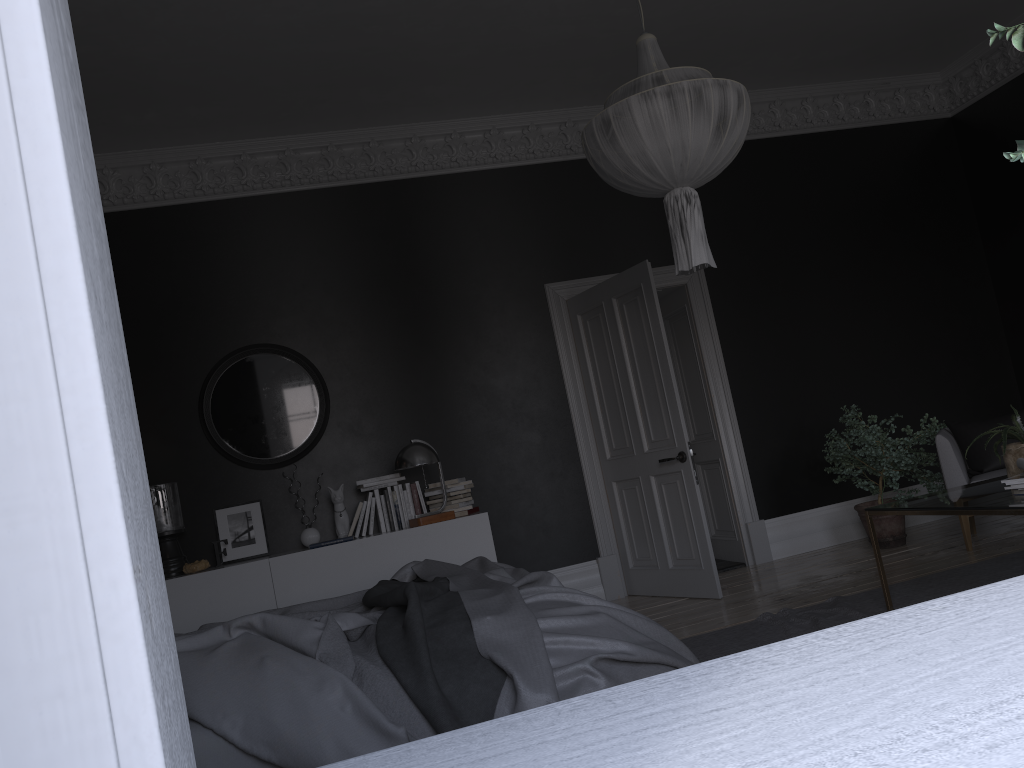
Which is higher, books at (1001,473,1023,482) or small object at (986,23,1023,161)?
small object at (986,23,1023,161)

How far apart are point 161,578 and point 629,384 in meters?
6.1

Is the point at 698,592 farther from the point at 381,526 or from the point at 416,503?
the point at 381,526

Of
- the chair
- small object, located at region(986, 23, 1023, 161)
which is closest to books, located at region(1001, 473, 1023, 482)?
the chair

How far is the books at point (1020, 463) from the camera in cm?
411

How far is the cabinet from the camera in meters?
Answer: 5.6 m

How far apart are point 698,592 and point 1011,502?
2.7m

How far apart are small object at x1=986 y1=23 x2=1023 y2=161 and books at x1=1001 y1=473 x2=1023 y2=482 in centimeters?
340cm

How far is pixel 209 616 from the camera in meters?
5.6 m

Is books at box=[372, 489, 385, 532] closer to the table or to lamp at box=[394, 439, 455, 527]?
lamp at box=[394, 439, 455, 527]
